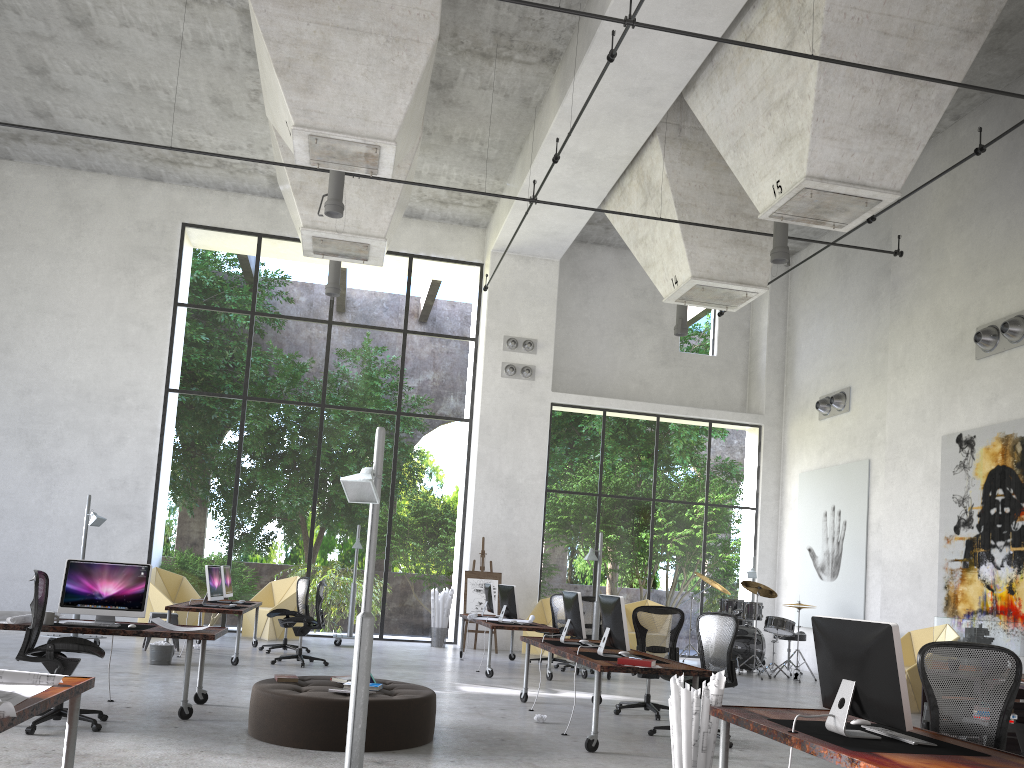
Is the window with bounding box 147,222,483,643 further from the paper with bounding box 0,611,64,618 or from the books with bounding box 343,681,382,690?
A: the books with bounding box 343,681,382,690

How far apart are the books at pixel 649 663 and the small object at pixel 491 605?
7.0m

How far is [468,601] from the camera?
15.73m

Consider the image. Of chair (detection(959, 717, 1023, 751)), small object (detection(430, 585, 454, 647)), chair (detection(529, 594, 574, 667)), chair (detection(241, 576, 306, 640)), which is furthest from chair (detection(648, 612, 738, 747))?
chair (detection(241, 576, 306, 640))

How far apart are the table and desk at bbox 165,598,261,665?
8.4m

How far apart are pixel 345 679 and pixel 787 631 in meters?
9.6 m

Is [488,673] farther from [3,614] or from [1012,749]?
[1012,749]

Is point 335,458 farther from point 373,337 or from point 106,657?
point 106,657

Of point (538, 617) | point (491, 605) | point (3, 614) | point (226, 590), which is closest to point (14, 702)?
point (3, 614)

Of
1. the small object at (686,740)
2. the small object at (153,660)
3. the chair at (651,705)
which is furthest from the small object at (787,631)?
the small object at (686,740)
